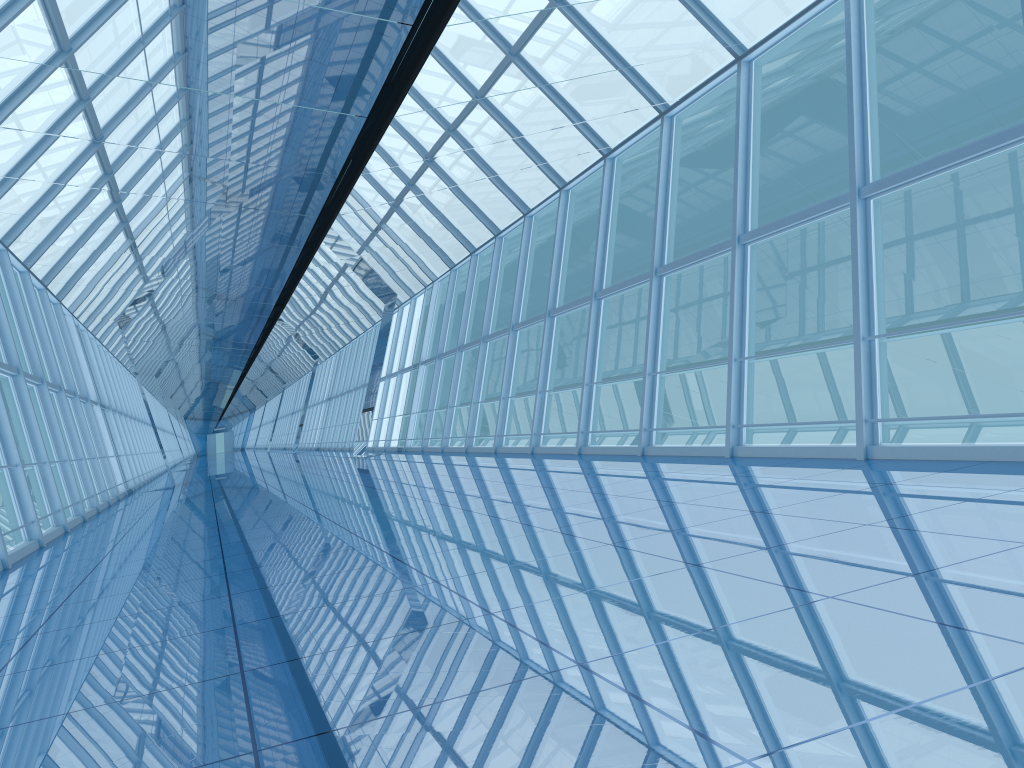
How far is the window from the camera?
9.4 meters

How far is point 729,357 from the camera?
9.4 meters

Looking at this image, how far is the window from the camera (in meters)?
9.44

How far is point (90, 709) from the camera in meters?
3.4
